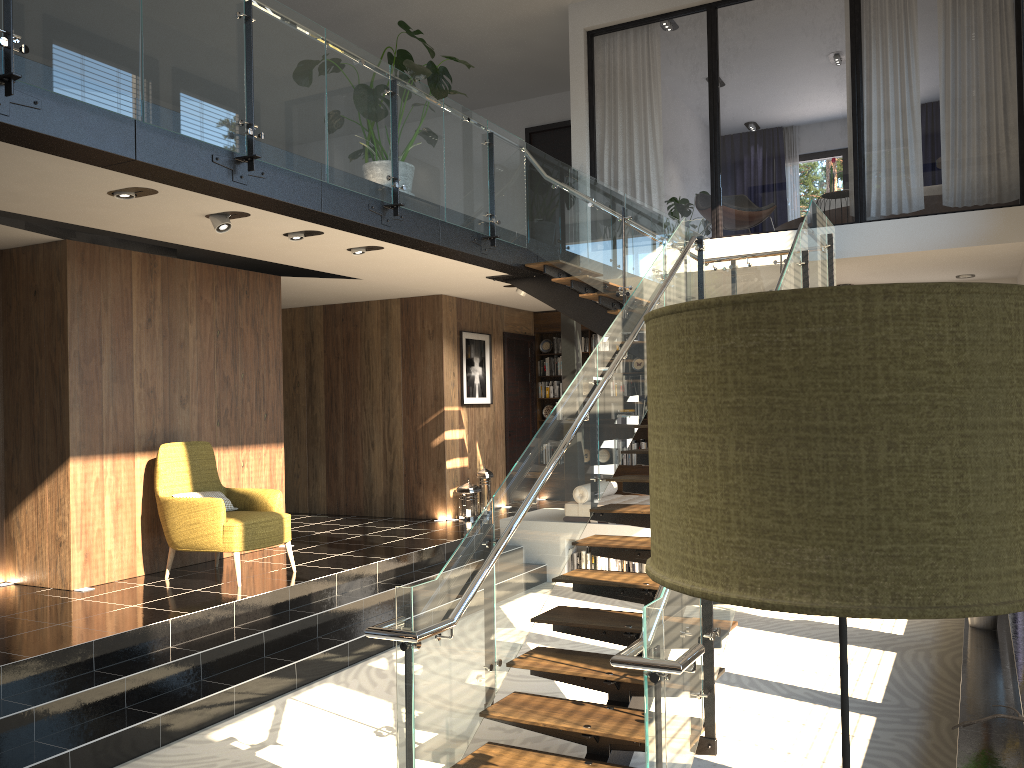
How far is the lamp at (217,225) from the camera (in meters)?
6.08

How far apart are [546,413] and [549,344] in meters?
1.0 m

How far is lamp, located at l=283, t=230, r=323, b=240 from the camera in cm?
678

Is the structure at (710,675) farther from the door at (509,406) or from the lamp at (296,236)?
the door at (509,406)

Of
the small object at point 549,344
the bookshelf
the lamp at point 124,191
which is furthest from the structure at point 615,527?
the lamp at point 124,191

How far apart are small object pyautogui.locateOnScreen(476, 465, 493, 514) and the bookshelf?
2.1 meters

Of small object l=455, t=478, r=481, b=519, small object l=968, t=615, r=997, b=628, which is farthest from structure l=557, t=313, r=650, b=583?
small object l=968, t=615, r=997, b=628

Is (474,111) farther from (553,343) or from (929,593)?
(929,593)

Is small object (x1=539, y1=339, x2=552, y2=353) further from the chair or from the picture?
the chair

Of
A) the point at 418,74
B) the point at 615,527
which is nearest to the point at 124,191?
the point at 418,74
